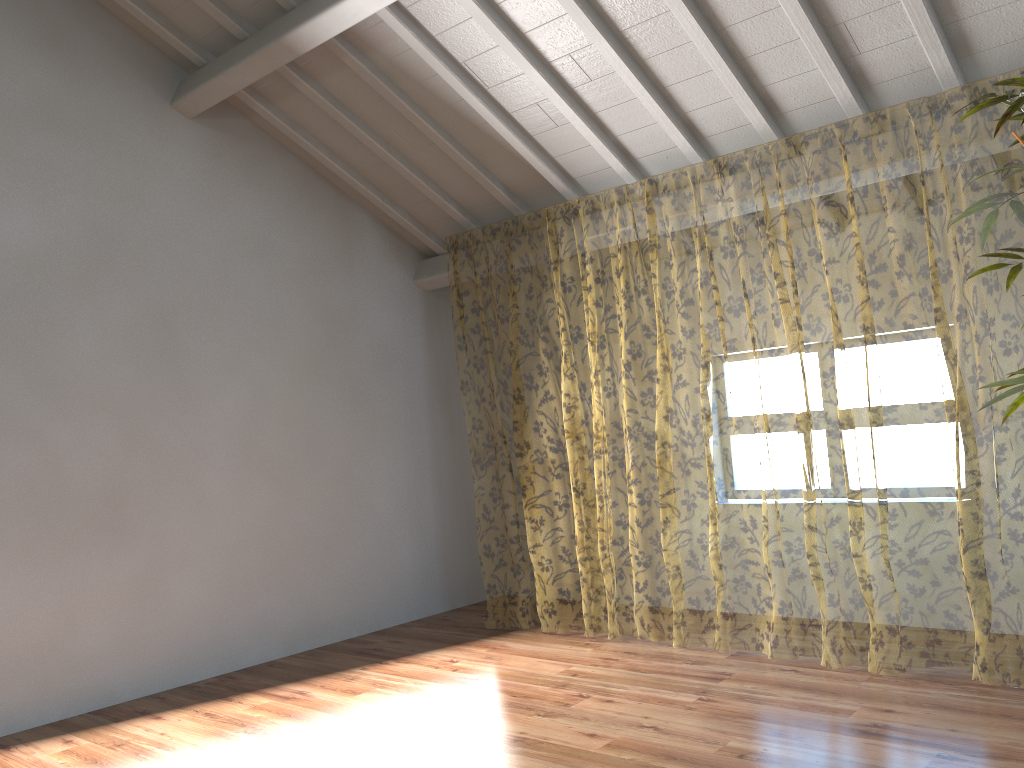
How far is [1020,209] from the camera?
2.5m

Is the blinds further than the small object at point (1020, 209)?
Yes

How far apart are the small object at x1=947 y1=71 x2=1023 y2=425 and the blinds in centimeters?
140cm

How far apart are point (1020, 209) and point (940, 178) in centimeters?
889cm

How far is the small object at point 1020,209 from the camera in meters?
2.5 m

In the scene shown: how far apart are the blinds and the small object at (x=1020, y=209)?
1.4 meters

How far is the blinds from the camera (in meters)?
10.37

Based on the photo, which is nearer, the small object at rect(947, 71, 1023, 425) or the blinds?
the small object at rect(947, 71, 1023, 425)
